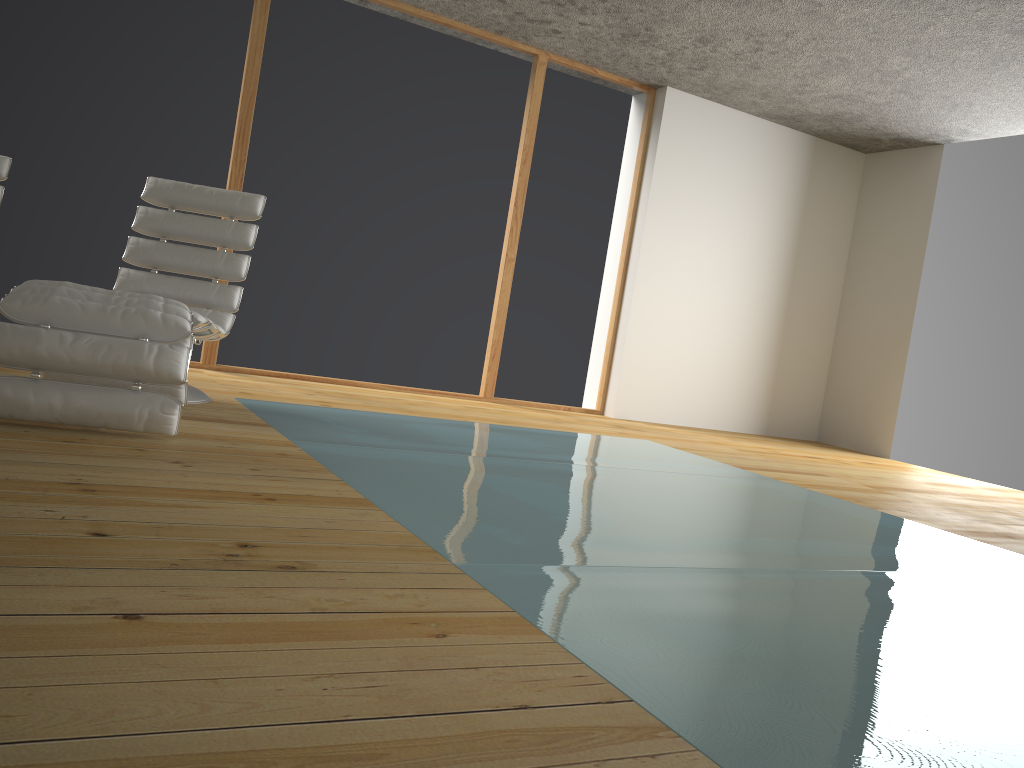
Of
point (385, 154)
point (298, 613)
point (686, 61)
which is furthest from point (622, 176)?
point (298, 613)

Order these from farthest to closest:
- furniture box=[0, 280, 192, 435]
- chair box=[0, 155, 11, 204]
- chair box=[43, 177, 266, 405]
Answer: chair box=[0, 155, 11, 204], chair box=[43, 177, 266, 405], furniture box=[0, 280, 192, 435]

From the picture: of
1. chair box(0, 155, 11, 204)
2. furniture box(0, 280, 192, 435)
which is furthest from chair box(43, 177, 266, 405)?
chair box(0, 155, 11, 204)

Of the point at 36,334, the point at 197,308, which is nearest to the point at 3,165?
the point at 197,308

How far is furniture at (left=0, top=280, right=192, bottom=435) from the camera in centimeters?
262cm

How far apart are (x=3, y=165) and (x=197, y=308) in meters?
1.3 m

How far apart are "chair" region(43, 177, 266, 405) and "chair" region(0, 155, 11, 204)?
0.8m

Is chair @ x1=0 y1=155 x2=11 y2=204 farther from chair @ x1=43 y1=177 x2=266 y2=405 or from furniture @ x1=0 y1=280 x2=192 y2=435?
furniture @ x1=0 y1=280 x2=192 y2=435

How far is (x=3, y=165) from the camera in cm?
431

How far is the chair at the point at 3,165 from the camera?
4.3m
